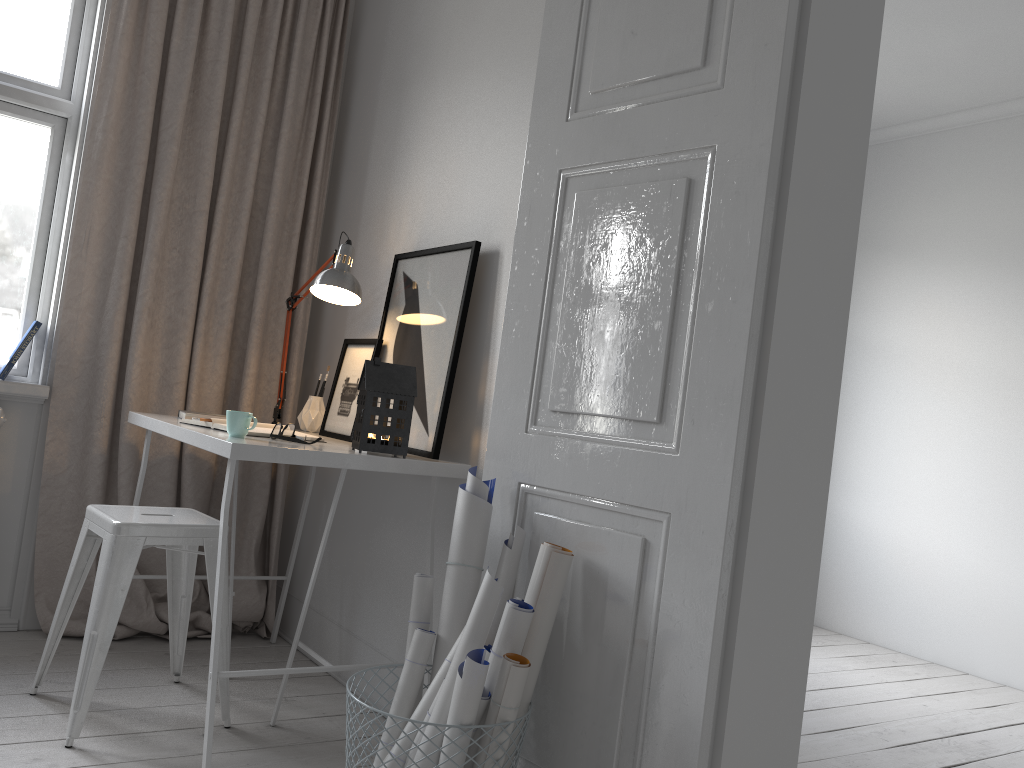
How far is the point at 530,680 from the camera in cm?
177

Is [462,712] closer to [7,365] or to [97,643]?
[97,643]

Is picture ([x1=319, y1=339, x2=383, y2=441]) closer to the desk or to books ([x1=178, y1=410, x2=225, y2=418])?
the desk

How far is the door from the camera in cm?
164

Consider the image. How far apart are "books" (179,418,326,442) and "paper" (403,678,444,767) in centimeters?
98cm

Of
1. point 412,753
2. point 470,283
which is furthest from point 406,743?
point 470,283

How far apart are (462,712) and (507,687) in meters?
0.1

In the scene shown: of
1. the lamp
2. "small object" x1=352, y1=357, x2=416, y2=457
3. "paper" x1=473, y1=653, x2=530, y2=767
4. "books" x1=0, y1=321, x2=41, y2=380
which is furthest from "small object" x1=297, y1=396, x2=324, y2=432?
"paper" x1=473, y1=653, x2=530, y2=767

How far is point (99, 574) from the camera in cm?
221

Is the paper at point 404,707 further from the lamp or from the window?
the window
